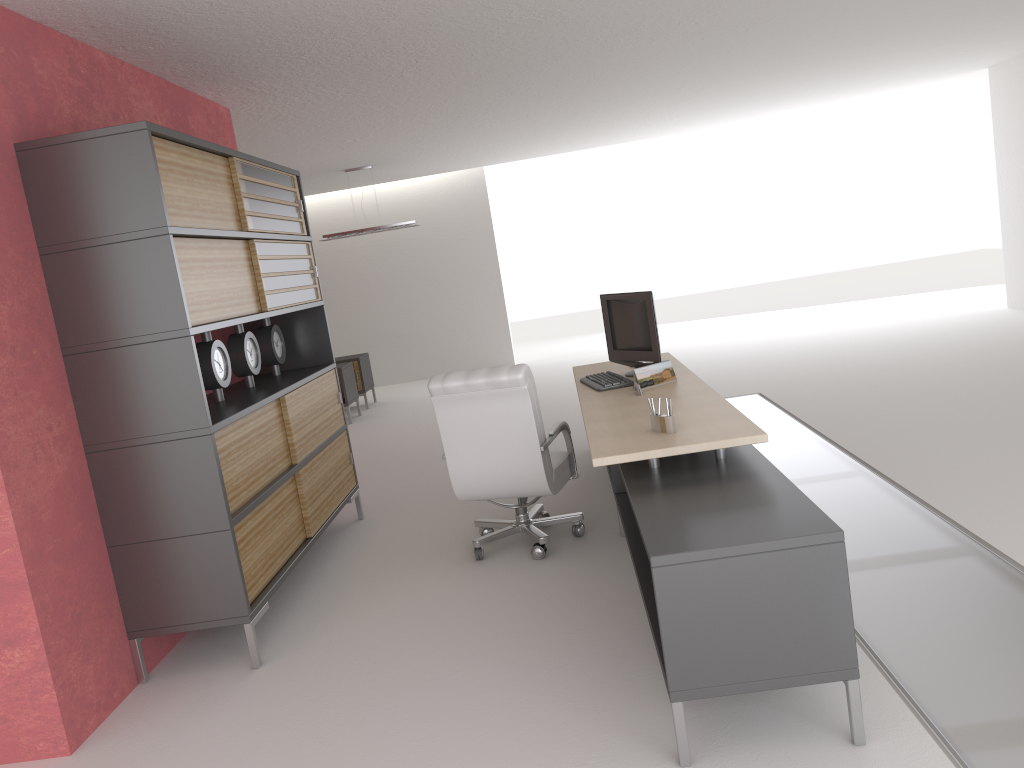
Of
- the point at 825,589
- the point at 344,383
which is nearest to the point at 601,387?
the point at 825,589

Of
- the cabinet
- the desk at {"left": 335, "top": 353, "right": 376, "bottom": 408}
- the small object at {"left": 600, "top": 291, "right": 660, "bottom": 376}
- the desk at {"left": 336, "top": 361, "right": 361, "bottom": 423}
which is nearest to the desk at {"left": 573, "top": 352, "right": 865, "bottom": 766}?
the small object at {"left": 600, "top": 291, "right": 660, "bottom": 376}

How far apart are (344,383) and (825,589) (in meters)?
12.73

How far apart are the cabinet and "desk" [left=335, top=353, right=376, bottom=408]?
8.1m

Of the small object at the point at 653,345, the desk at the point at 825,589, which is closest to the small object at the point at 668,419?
the desk at the point at 825,589

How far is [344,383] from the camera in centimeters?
1591cm

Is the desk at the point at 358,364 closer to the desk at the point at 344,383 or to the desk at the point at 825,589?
the desk at the point at 344,383

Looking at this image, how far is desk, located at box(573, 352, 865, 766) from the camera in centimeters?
400cm

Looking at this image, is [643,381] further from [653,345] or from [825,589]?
[825,589]

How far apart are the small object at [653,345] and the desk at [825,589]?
0.2 meters
